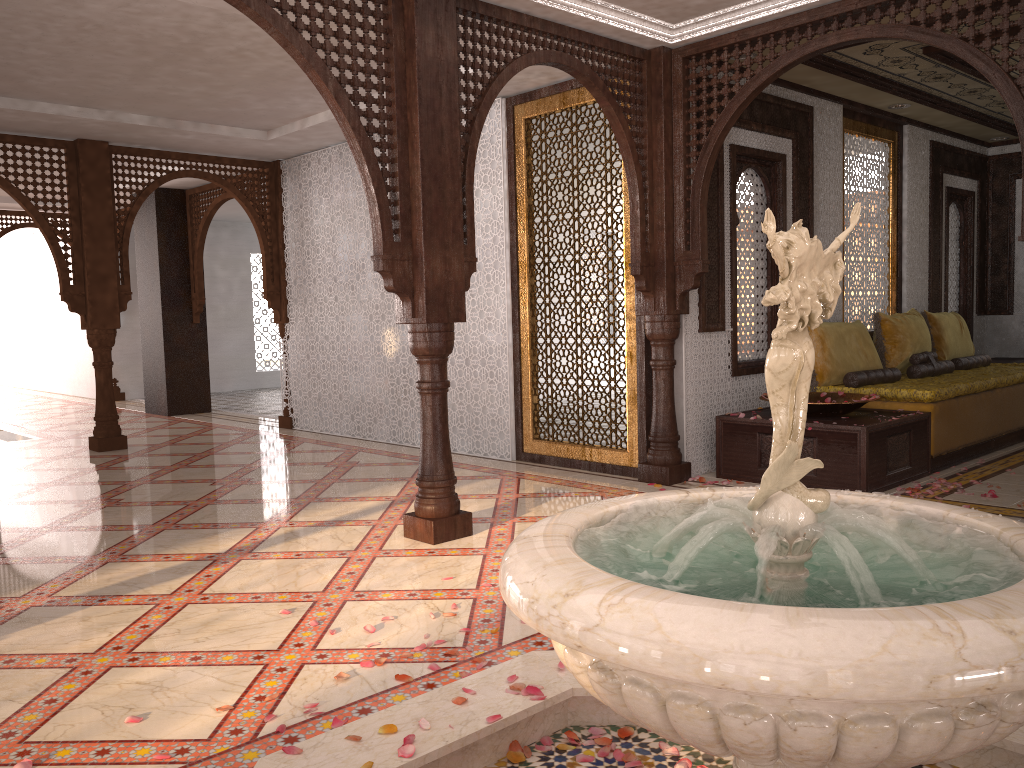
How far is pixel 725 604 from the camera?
1.3m

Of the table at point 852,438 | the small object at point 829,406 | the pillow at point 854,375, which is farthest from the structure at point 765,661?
the pillow at point 854,375

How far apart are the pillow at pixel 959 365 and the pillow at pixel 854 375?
1.3m

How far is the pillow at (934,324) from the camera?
7.8m

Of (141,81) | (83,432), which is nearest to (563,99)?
(141,81)

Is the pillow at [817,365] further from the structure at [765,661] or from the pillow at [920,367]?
the structure at [765,661]

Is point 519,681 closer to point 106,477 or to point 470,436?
point 470,436

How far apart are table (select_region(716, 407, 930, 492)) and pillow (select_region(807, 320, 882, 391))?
0.5m

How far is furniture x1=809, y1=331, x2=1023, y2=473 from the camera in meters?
6.0

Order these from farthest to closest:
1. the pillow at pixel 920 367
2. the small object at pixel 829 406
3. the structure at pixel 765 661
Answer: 1. the pillow at pixel 920 367
2. the small object at pixel 829 406
3. the structure at pixel 765 661
